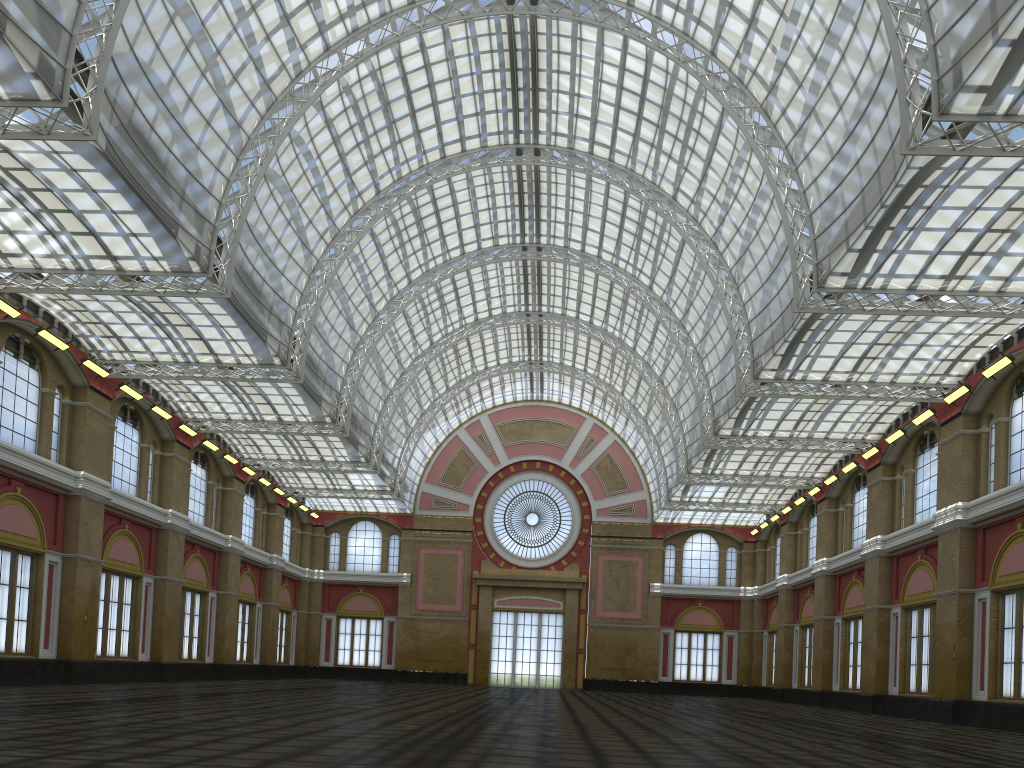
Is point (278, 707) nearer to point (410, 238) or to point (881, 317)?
point (410, 238)
